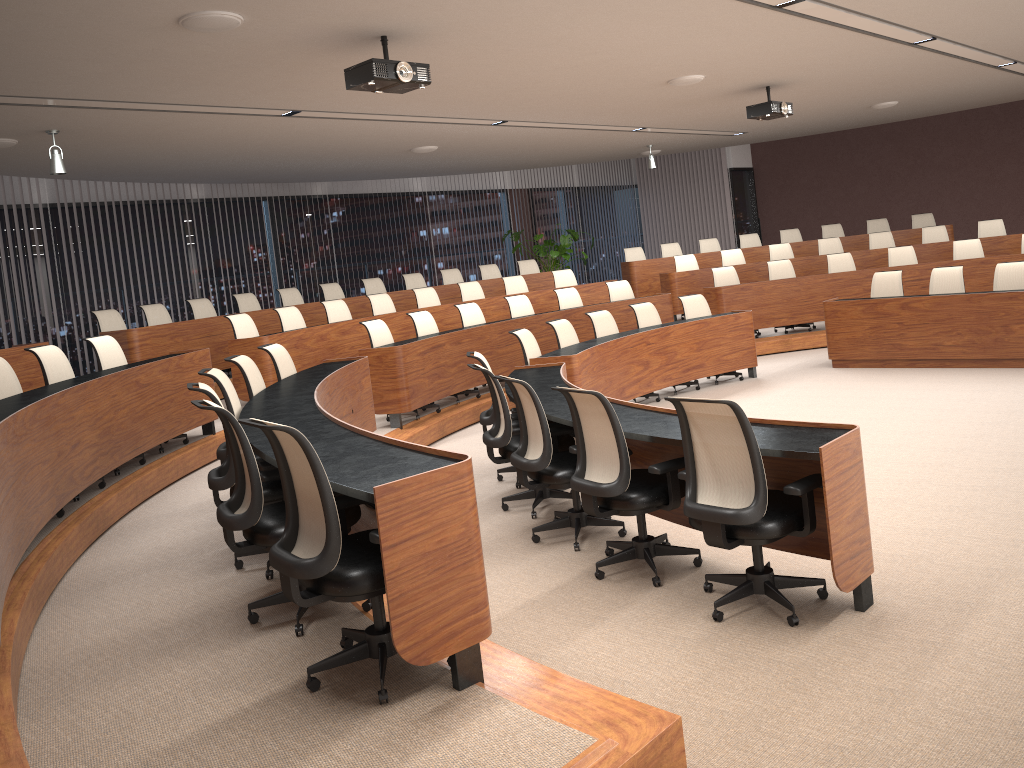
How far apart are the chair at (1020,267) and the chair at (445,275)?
7.2m

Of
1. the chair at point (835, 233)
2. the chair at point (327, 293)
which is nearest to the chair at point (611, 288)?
the chair at point (327, 293)

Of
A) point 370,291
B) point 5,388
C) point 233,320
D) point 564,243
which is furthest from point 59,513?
point 564,243

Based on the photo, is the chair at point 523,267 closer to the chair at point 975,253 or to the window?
the window

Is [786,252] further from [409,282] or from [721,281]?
[409,282]

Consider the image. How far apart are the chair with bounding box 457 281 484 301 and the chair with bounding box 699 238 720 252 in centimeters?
465cm

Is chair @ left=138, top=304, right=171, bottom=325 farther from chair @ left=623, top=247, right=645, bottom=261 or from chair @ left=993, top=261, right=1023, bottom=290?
chair @ left=993, top=261, right=1023, bottom=290

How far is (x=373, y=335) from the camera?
8.3 meters

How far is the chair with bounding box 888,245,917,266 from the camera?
11.6 meters

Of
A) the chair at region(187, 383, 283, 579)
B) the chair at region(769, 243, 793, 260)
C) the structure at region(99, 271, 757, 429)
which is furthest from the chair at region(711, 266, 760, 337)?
the chair at region(187, 383, 283, 579)
